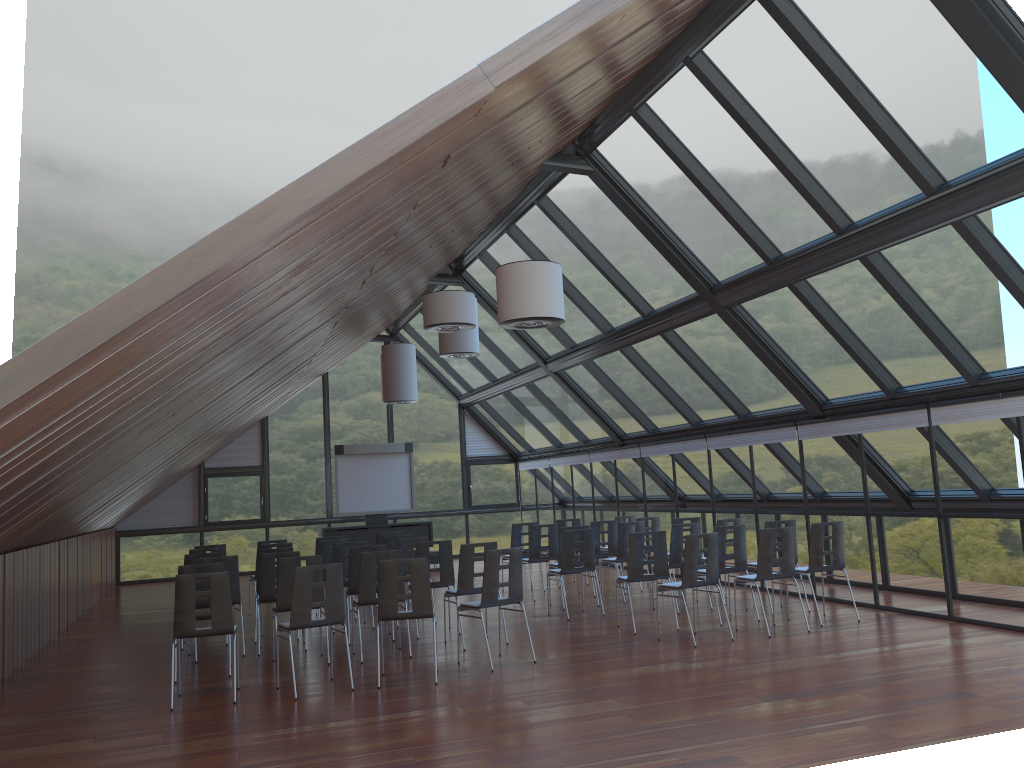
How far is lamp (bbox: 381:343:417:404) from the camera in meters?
17.1

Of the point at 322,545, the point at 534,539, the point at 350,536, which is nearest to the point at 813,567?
the point at 534,539

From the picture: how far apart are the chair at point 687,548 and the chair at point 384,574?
2.8m

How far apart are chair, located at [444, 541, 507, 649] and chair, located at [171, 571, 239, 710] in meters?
2.8 m

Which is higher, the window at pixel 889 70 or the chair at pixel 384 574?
the window at pixel 889 70

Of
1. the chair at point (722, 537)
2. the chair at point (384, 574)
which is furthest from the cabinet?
the chair at point (384, 574)

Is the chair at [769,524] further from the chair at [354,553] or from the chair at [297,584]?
the chair at [297,584]

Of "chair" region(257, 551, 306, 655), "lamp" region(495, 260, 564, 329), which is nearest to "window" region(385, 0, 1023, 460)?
"lamp" region(495, 260, 564, 329)

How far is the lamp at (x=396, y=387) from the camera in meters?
17.1 m

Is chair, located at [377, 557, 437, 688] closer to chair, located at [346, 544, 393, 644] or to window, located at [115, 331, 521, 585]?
chair, located at [346, 544, 393, 644]
